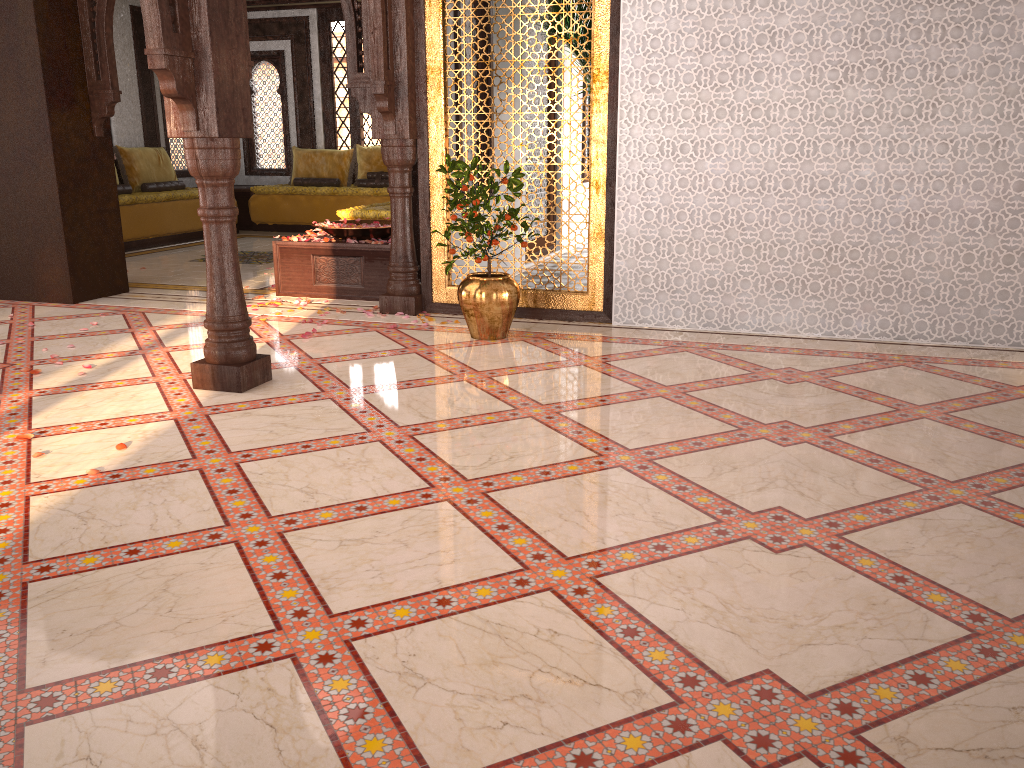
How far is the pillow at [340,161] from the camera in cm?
1165

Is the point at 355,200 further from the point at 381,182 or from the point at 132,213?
the point at 132,213

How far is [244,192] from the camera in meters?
11.4

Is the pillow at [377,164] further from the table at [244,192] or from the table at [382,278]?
the table at [382,278]

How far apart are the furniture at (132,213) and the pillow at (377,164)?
2.08m

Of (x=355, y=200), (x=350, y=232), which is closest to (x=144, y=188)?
(x=355, y=200)

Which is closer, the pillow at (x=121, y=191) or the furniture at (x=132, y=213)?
the furniture at (x=132, y=213)

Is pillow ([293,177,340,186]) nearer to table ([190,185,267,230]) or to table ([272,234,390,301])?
table ([190,185,267,230])

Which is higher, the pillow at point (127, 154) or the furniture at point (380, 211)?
the pillow at point (127, 154)

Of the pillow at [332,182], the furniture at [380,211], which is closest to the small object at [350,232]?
the furniture at [380,211]
